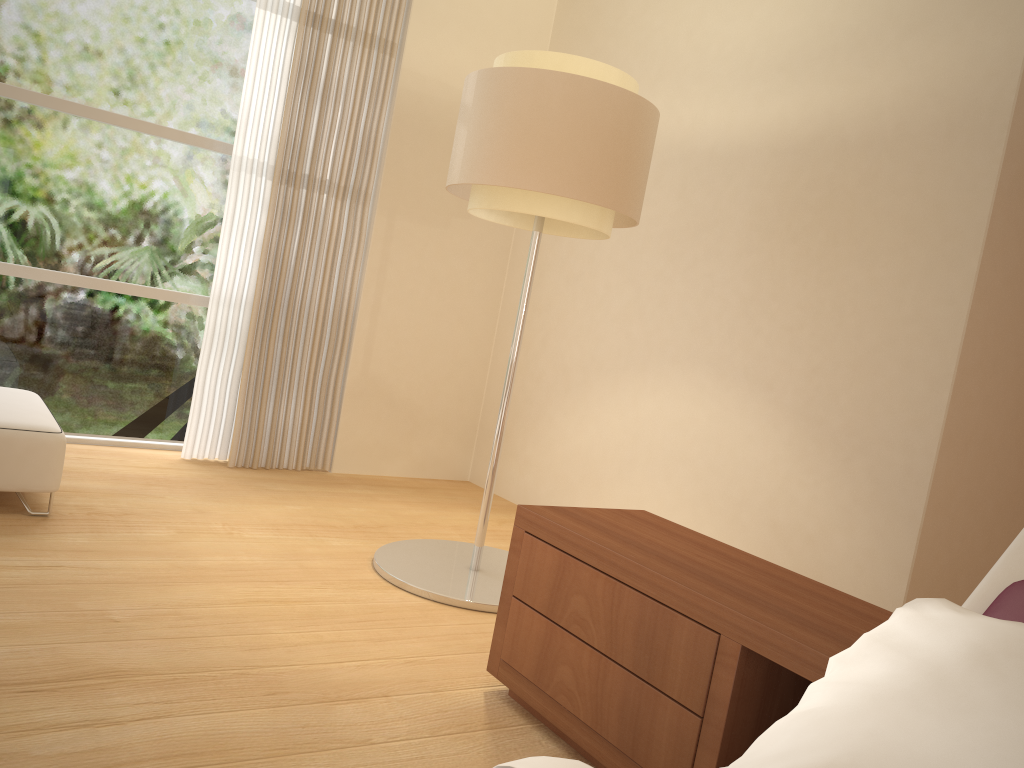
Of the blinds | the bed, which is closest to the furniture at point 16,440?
the blinds

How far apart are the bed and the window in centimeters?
417cm

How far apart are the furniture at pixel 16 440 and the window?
0.7 meters

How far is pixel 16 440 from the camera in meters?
3.2

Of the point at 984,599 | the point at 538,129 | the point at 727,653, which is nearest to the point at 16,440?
the point at 538,129

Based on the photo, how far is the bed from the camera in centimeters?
113cm

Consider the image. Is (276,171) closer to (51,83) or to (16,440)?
(51,83)

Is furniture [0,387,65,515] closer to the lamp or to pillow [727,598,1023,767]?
the lamp

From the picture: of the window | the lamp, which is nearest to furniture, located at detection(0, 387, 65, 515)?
the window

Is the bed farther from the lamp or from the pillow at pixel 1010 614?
the lamp
